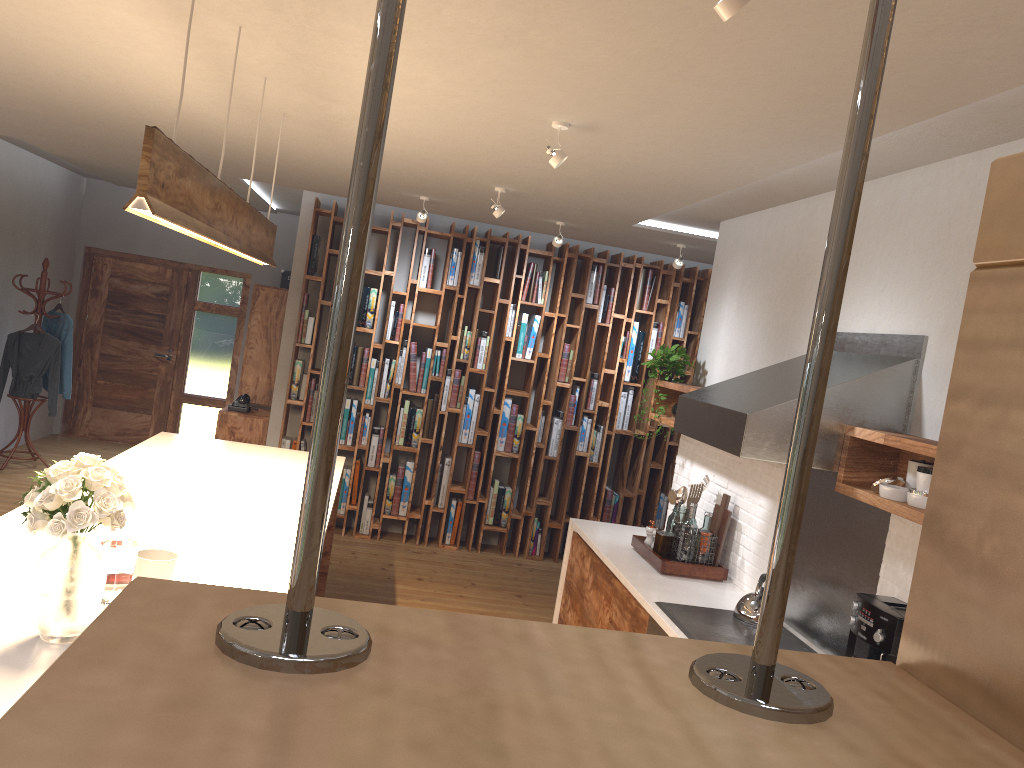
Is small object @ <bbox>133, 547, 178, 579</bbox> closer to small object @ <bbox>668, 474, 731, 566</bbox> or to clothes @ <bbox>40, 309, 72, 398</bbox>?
small object @ <bbox>668, 474, 731, 566</bbox>

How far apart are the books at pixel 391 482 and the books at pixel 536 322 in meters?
1.5

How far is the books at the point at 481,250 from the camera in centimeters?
738cm

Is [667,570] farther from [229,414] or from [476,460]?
[229,414]

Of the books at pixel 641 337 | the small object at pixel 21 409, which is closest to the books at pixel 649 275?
the books at pixel 641 337

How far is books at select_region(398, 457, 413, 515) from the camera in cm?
743

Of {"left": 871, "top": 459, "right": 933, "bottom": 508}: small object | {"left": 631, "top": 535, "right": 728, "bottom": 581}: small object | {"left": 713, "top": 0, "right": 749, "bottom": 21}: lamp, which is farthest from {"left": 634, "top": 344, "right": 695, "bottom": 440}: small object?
{"left": 713, "top": 0, "right": 749, "bottom": 21}: lamp

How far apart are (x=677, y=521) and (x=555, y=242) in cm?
243

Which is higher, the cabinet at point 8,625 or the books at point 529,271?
the books at point 529,271

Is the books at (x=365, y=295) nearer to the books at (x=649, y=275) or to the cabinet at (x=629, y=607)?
the books at (x=649, y=275)
